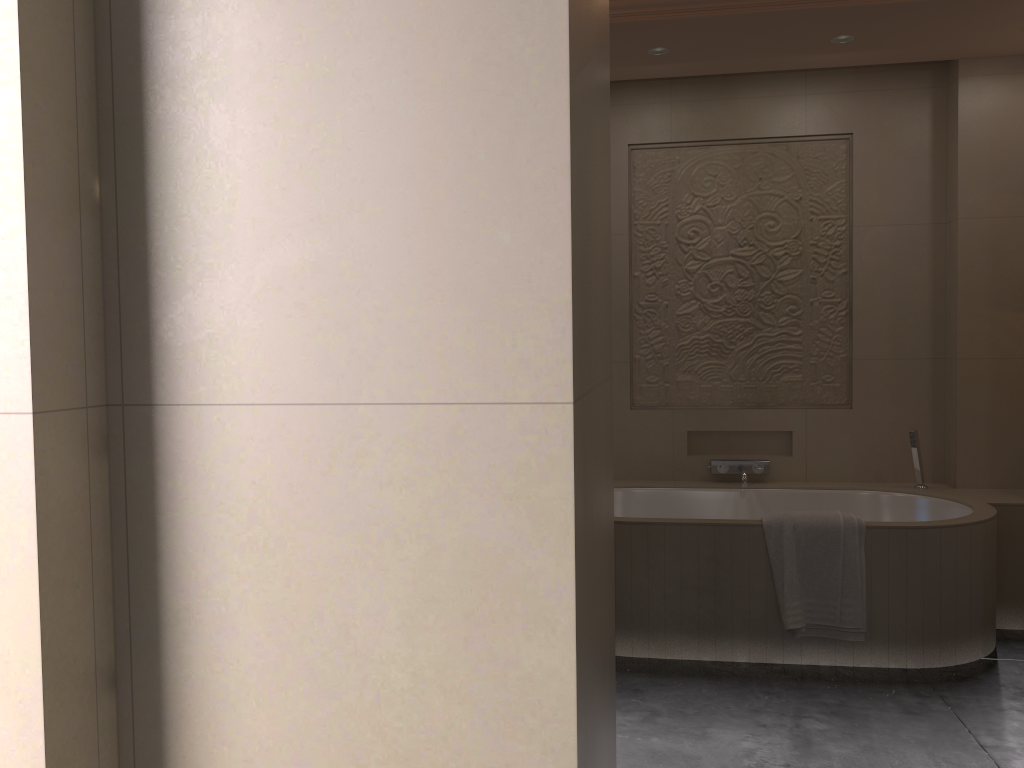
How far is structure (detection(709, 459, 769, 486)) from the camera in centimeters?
430cm

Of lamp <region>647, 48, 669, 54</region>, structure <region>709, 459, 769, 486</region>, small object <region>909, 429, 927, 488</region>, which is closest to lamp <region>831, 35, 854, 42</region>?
lamp <region>647, 48, 669, 54</region>

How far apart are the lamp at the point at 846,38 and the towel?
2.0 meters

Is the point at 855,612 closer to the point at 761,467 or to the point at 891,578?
the point at 891,578

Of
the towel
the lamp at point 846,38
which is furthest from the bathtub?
the lamp at point 846,38

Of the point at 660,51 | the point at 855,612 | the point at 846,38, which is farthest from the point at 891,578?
the point at 660,51

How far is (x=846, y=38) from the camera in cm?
373

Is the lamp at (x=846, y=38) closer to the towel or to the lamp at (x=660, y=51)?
the lamp at (x=660, y=51)

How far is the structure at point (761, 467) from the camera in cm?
430

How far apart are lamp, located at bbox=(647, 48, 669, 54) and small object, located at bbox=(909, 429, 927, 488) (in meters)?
2.06
